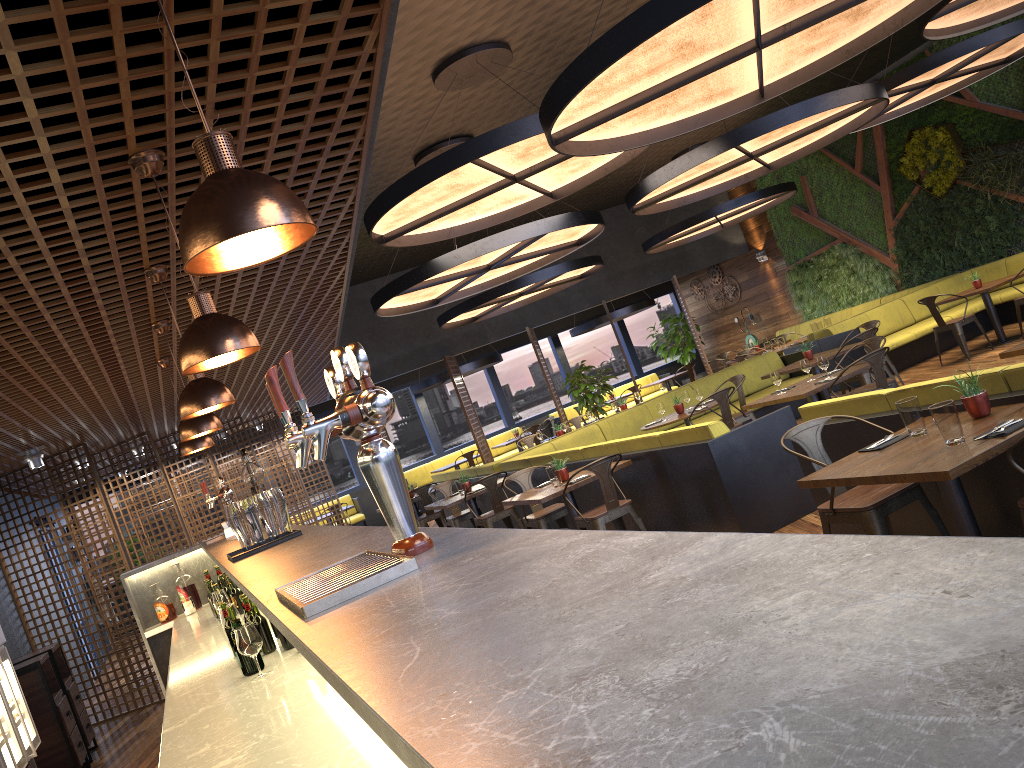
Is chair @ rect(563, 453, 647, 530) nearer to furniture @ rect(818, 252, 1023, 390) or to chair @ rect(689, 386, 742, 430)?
chair @ rect(689, 386, 742, 430)

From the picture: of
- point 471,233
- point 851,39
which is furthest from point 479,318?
point 851,39

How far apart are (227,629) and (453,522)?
6.5 meters

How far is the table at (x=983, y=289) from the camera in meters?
11.1 m

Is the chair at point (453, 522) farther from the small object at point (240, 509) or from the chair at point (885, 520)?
the small object at point (240, 509)

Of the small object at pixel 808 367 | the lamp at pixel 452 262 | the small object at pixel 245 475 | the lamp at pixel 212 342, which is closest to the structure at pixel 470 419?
the lamp at pixel 452 262

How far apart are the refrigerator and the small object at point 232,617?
2.44m

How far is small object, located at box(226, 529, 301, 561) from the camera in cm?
333

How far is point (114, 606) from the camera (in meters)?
8.92

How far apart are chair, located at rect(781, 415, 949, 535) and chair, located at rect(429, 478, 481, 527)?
6.3m
